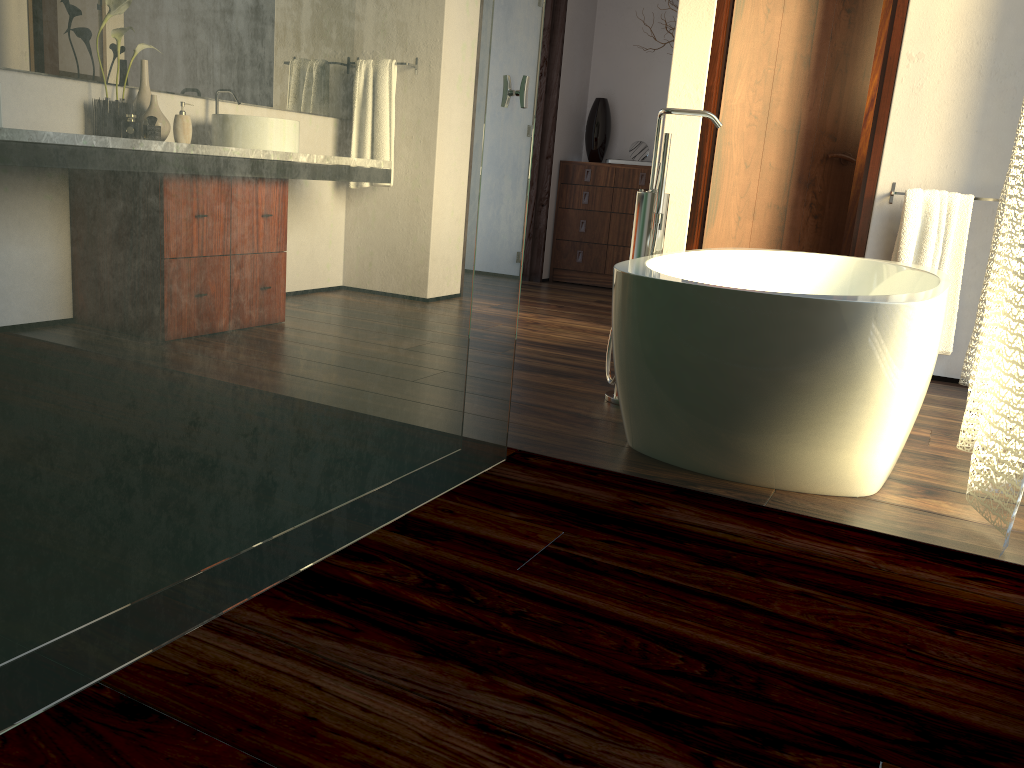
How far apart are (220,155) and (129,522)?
0.48m

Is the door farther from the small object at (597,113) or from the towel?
the small object at (597,113)

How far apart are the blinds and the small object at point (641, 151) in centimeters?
288cm

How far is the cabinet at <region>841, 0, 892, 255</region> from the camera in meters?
4.7

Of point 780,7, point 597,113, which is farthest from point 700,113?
point 597,113

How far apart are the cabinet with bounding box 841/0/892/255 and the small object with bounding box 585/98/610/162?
1.69m

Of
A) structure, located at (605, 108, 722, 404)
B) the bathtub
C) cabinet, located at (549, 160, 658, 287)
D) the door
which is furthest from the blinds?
cabinet, located at (549, 160, 658, 287)

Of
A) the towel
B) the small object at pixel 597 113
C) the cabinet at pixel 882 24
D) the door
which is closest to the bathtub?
the towel

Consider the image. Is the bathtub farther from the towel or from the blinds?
the towel

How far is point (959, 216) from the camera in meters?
3.4
